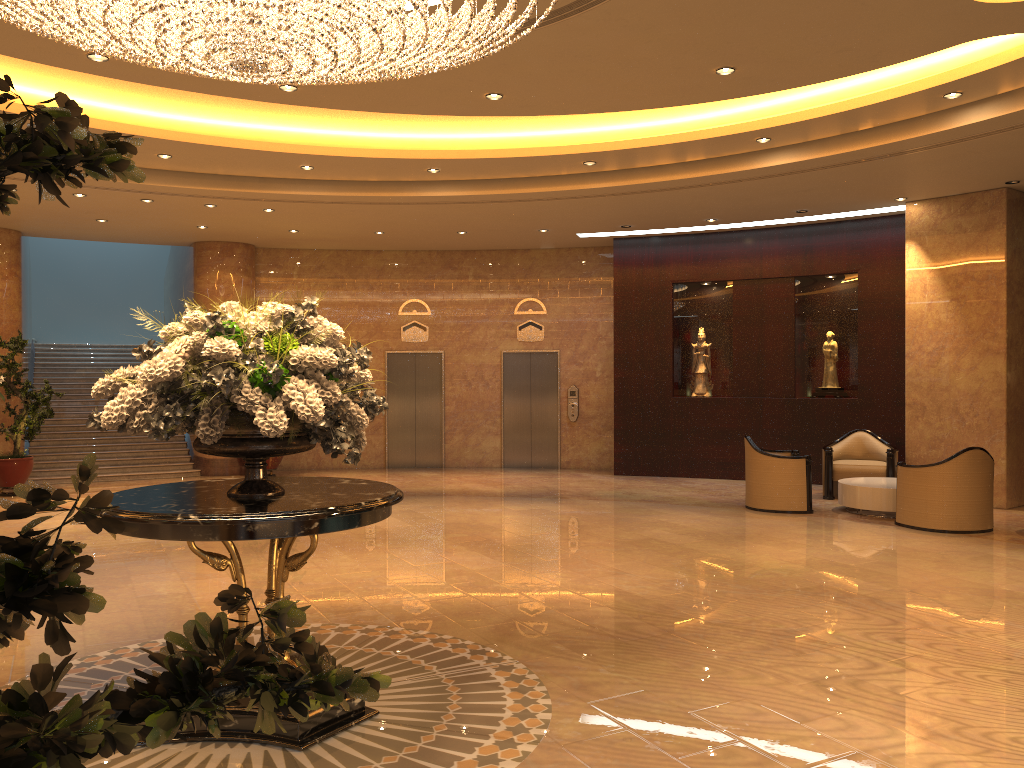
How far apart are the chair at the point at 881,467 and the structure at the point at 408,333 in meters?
7.4

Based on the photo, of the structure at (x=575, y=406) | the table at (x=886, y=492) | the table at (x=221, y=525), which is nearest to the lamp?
the table at (x=221, y=525)

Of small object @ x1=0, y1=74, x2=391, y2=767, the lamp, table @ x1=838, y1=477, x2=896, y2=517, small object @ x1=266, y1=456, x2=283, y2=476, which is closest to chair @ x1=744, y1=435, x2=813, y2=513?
table @ x1=838, y1=477, x2=896, y2=517

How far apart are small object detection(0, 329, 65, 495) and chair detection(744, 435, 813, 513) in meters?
9.6

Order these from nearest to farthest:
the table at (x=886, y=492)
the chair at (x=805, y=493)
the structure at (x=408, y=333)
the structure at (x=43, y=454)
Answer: the table at (x=886, y=492) < the chair at (x=805, y=493) < the structure at (x=43, y=454) < the structure at (x=408, y=333)

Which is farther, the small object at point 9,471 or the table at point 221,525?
the small object at point 9,471

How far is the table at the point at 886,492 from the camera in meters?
10.3

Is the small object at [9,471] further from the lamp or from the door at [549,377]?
the lamp

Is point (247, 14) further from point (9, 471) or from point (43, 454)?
point (43, 454)

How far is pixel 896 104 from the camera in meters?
8.2 m
